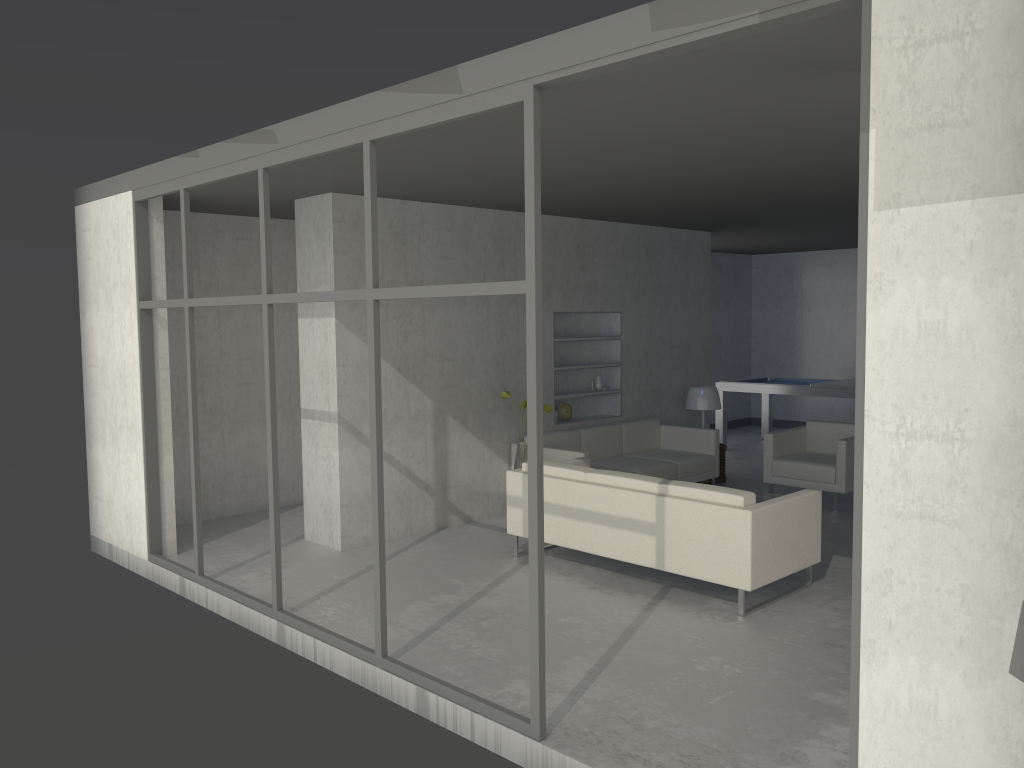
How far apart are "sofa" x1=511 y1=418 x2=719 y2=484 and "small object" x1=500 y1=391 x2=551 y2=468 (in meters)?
0.27

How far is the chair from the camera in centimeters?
728cm

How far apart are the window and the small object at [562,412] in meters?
3.4

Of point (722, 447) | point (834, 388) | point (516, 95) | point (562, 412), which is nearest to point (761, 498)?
point (722, 447)

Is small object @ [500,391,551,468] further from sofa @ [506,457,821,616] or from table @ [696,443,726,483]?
table @ [696,443,726,483]

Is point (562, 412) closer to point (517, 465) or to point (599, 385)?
A: point (599, 385)

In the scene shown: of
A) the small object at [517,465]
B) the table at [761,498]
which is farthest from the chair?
the small object at [517,465]

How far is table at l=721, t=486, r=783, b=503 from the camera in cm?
696

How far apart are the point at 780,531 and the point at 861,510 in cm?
259

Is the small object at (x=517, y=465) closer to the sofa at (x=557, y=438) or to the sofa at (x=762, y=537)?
the sofa at (x=557, y=438)
